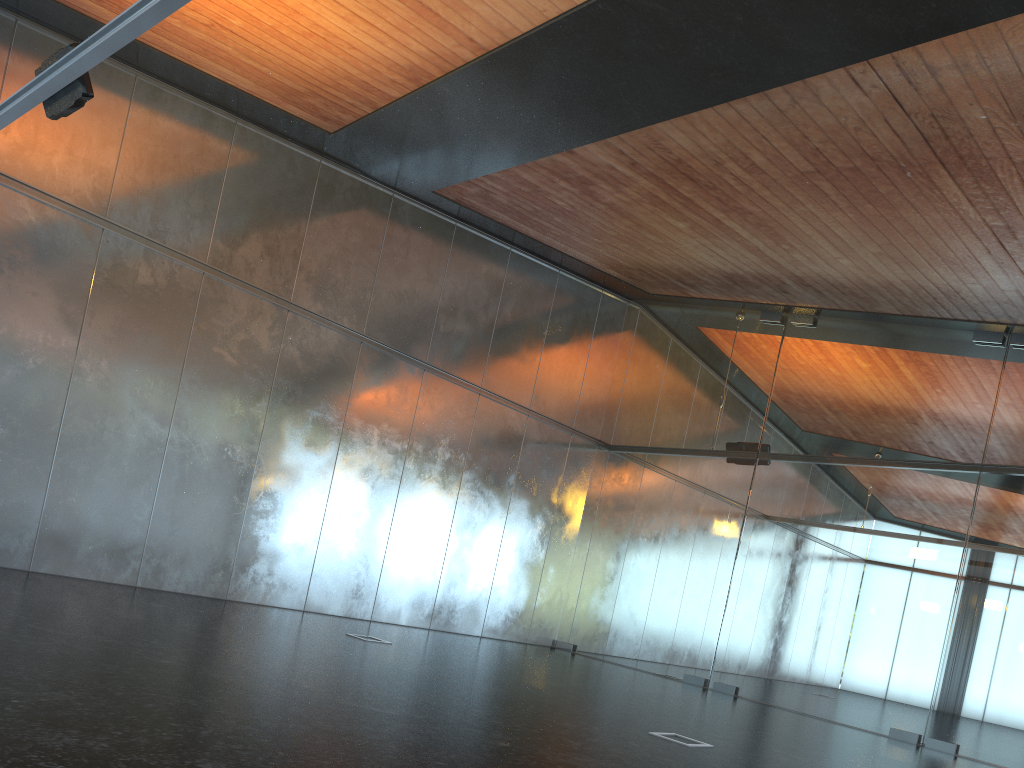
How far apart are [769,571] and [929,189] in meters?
6.8
